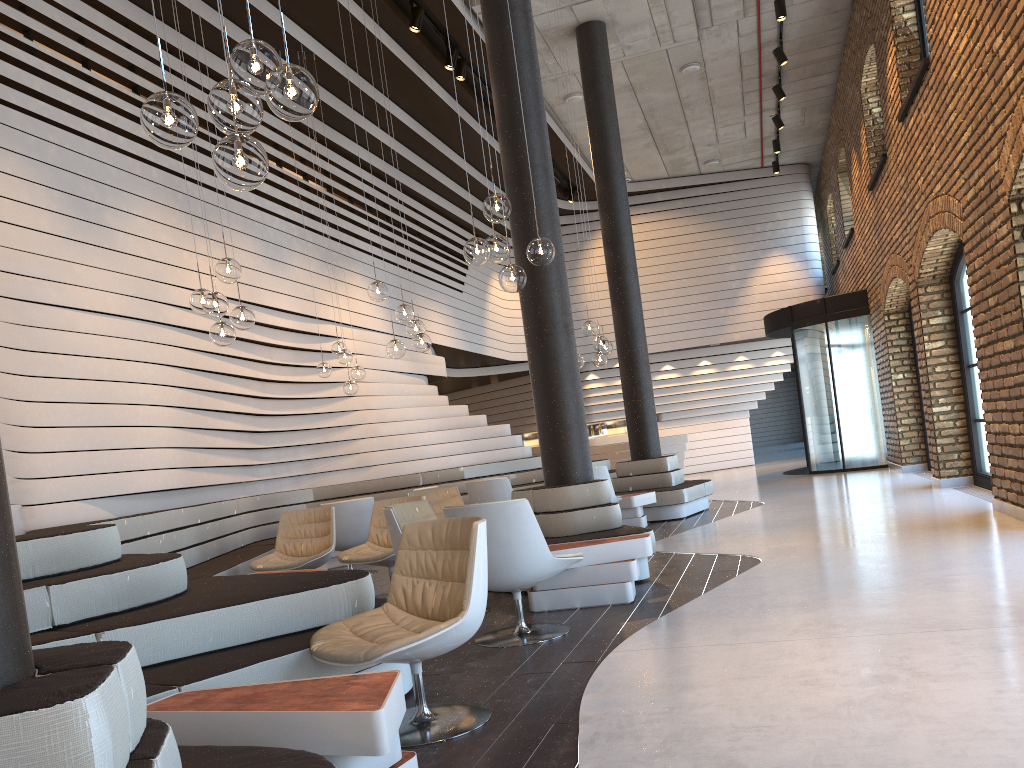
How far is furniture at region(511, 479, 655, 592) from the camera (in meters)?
6.18

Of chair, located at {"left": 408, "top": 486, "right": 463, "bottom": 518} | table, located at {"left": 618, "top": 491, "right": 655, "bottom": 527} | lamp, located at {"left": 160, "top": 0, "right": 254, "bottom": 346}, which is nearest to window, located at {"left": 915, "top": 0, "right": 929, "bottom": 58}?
table, located at {"left": 618, "top": 491, "right": 655, "bottom": 527}

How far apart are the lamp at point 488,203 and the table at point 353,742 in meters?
3.0 m

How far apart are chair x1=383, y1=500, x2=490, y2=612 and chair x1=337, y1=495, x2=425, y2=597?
0.6 meters

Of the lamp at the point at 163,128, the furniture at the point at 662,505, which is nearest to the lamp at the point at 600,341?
the furniture at the point at 662,505

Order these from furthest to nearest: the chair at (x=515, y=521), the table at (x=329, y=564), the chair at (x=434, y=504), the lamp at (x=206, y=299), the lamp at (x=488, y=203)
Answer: the table at (x=329, y=564) → the chair at (x=434, y=504) → the lamp at (x=206, y=299) → the lamp at (x=488, y=203) → the chair at (x=515, y=521)

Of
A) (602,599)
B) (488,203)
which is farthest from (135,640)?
(488,203)

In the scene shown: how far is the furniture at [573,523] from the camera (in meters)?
6.18

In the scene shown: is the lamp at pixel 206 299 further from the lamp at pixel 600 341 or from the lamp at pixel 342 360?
the lamp at pixel 600 341

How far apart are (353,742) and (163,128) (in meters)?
1.89
